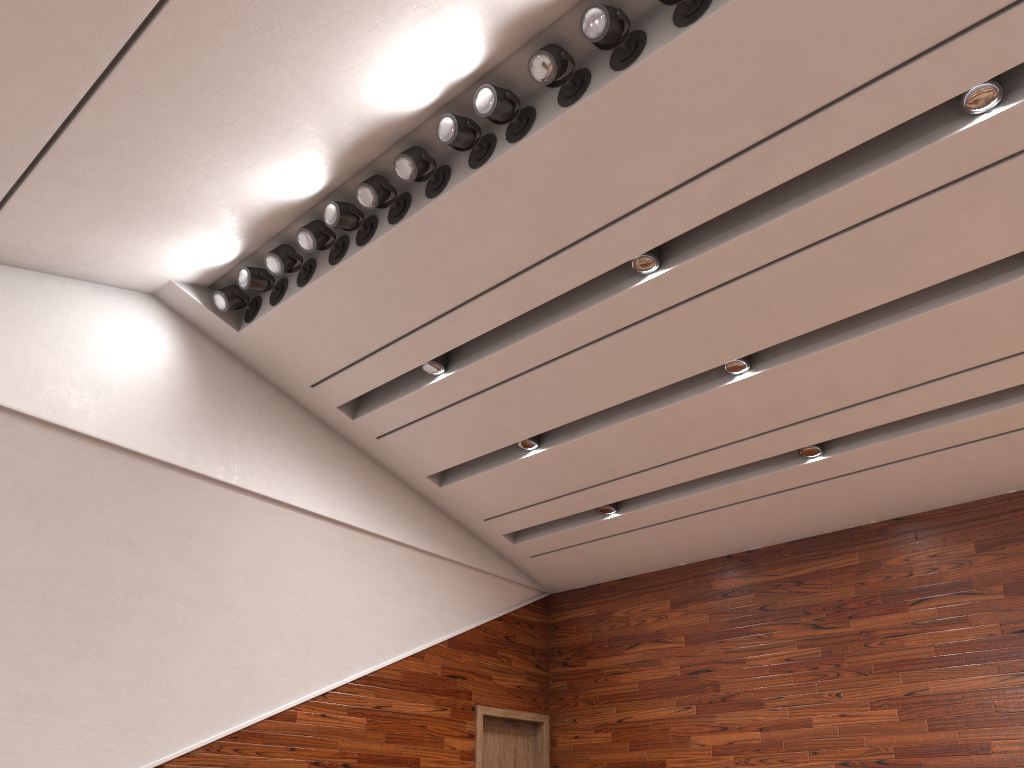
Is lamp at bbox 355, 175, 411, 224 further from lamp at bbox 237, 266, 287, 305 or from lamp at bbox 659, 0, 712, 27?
lamp at bbox 659, 0, 712, 27

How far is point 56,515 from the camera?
0.7 meters

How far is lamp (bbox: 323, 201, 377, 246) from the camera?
0.8 meters

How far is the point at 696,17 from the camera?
0.58m

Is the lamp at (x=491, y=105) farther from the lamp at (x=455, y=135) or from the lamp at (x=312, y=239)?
the lamp at (x=312, y=239)

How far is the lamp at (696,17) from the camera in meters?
0.6 m

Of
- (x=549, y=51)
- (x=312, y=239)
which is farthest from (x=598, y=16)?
(x=312, y=239)

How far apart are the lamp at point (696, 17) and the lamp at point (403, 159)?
0.2 meters

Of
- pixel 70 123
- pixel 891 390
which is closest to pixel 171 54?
pixel 70 123

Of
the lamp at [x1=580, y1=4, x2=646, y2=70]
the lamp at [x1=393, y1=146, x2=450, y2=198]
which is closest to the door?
the lamp at [x1=393, y1=146, x2=450, y2=198]
